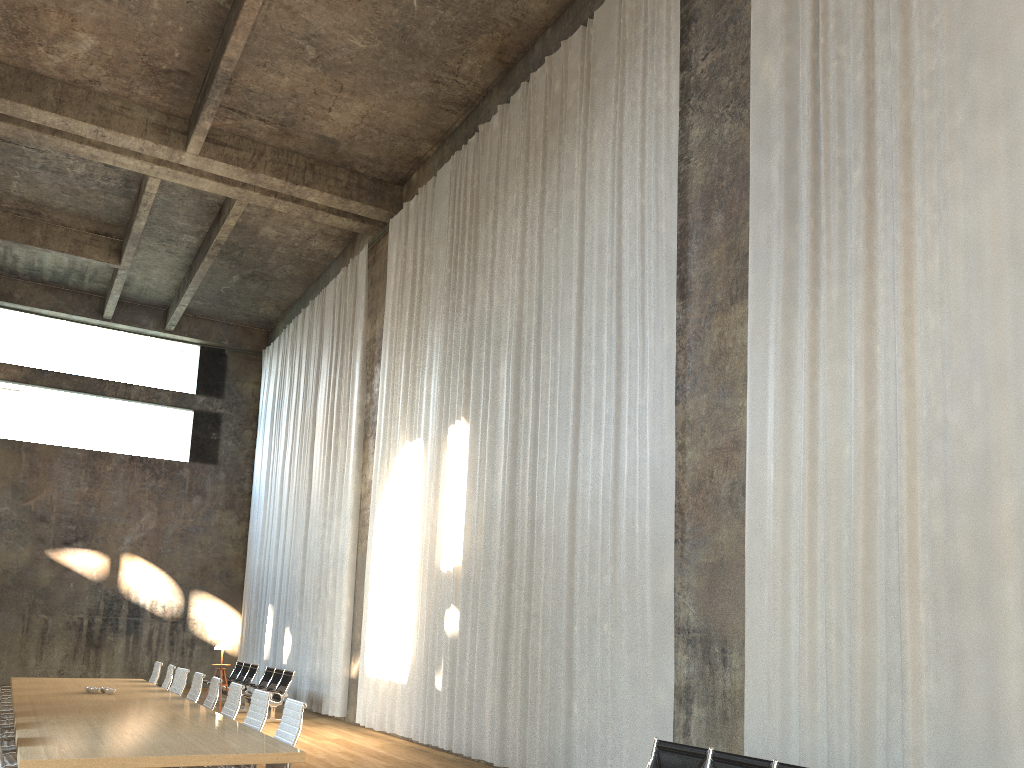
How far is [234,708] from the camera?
7.5 meters

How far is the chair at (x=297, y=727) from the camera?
5.9 meters

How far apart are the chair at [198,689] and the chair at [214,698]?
0.6 meters

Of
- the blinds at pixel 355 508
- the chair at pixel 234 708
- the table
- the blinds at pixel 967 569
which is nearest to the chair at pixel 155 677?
the table

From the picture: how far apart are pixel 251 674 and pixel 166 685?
6.33m

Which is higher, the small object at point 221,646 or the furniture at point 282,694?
the small object at point 221,646

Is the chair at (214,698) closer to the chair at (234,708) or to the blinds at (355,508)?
the chair at (234,708)

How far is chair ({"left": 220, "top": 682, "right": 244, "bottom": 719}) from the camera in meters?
7.5

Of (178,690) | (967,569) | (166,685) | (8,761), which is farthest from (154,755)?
(166,685)

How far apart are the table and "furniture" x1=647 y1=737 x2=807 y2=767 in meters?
2.5
